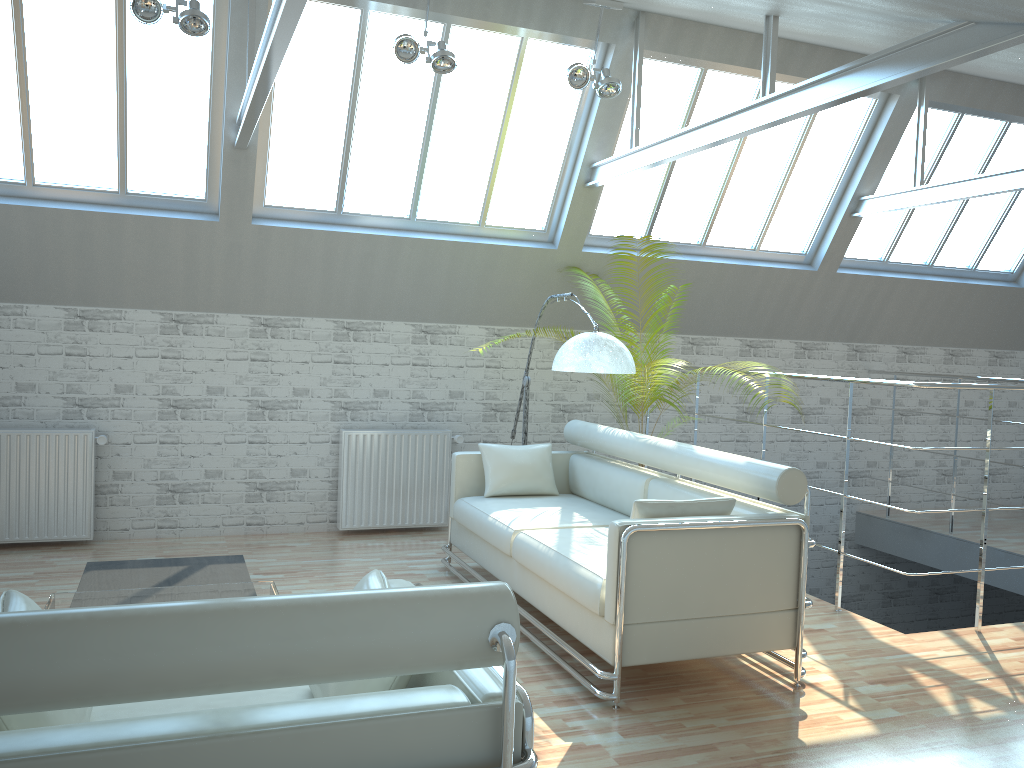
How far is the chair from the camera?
3.1m

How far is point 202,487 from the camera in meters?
13.0

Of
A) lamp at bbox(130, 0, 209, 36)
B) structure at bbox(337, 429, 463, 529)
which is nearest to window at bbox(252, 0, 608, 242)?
lamp at bbox(130, 0, 209, 36)

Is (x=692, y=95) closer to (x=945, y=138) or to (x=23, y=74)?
(x=945, y=138)

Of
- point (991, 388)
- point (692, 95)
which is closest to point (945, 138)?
point (692, 95)

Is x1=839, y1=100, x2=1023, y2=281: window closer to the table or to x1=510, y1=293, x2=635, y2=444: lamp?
x1=510, y1=293, x2=635, y2=444: lamp

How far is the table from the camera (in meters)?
6.90

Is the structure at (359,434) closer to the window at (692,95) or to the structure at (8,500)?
the structure at (8,500)

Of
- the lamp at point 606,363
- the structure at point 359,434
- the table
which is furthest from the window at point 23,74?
the table

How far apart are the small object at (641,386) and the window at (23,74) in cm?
632
